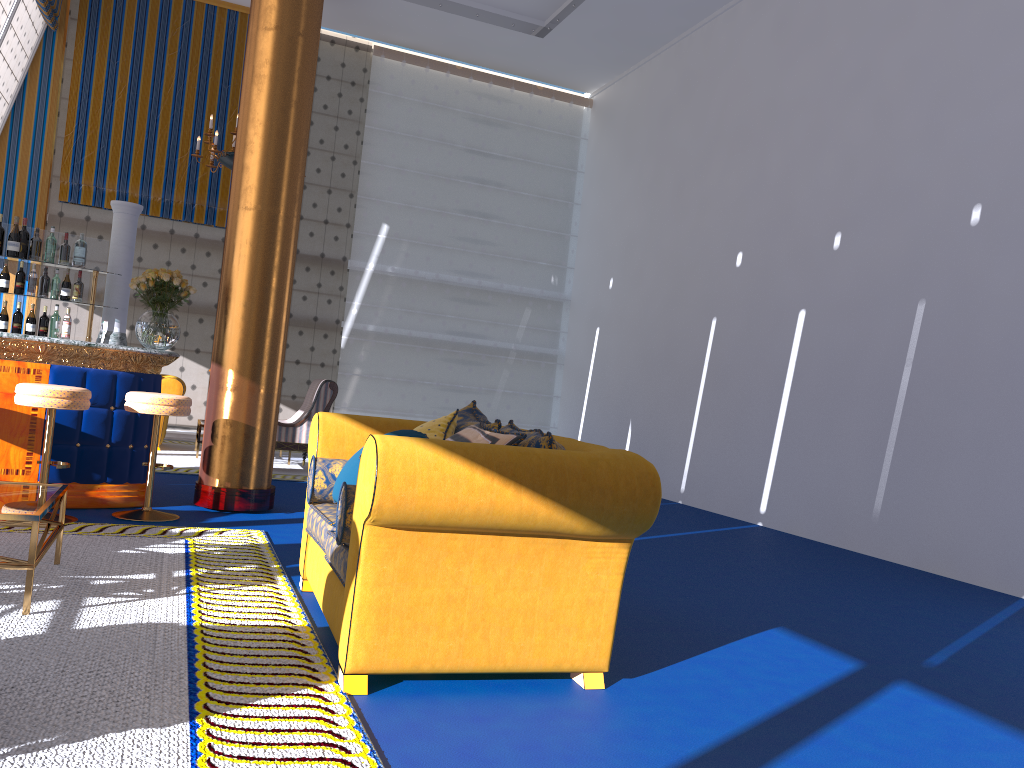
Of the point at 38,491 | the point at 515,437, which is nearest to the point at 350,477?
the point at 515,437

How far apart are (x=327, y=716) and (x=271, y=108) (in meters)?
4.77

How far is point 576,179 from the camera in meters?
13.9

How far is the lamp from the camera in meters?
8.9 m

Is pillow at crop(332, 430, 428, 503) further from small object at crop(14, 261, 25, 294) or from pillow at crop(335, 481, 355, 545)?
small object at crop(14, 261, 25, 294)

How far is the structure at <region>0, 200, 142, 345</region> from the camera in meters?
6.7

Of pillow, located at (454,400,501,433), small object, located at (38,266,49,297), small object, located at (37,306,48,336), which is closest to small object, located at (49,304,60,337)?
small object, located at (37,306,48,336)

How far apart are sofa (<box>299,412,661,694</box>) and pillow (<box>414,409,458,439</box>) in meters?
0.4 m

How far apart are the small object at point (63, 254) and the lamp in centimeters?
241cm

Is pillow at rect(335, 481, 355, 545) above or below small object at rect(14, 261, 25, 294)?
below
